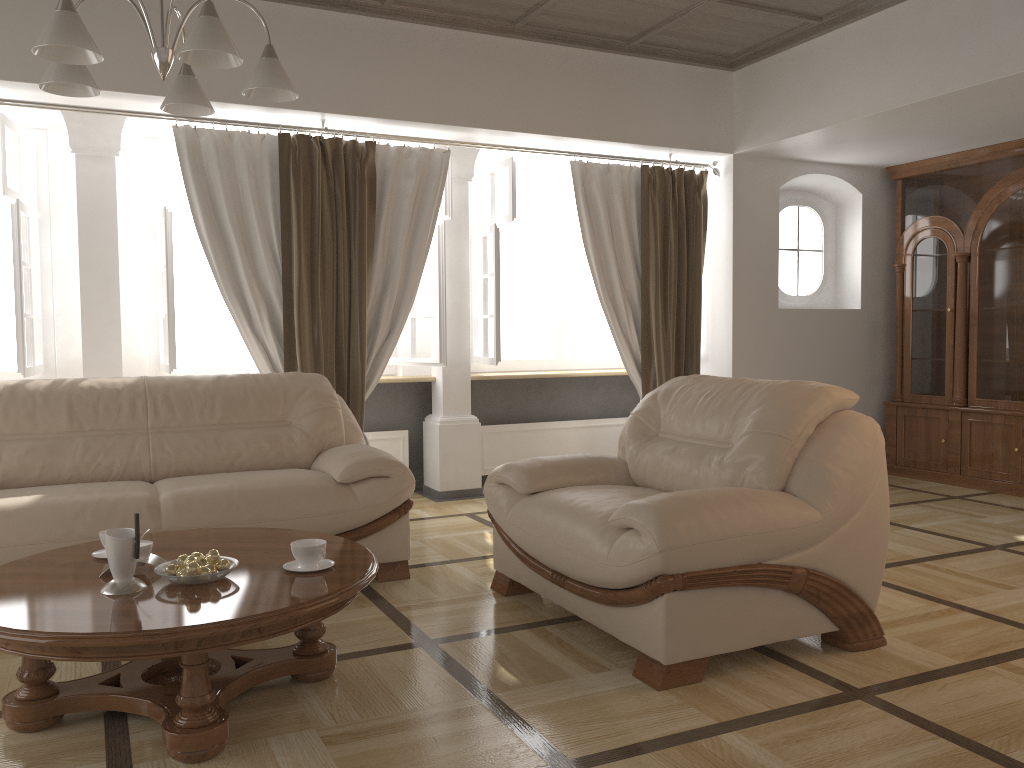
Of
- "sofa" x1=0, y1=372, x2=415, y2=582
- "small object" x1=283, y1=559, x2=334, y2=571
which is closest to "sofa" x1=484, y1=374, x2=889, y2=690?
"sofa" x1=0, y1=372, x2=415, y2=582

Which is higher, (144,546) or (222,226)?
(222,226)

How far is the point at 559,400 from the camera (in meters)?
6.61

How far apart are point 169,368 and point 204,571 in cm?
271

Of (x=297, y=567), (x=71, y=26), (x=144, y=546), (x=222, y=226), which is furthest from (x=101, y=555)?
(x=222, y=226)

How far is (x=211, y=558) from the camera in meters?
2.5 m

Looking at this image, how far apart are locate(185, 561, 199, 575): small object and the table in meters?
0.0 m

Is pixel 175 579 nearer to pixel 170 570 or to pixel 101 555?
pixel 170 570

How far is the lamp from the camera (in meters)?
2.24

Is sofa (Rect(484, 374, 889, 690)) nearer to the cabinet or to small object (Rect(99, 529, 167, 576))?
small object (Rect(99, 529, 167, 576))
